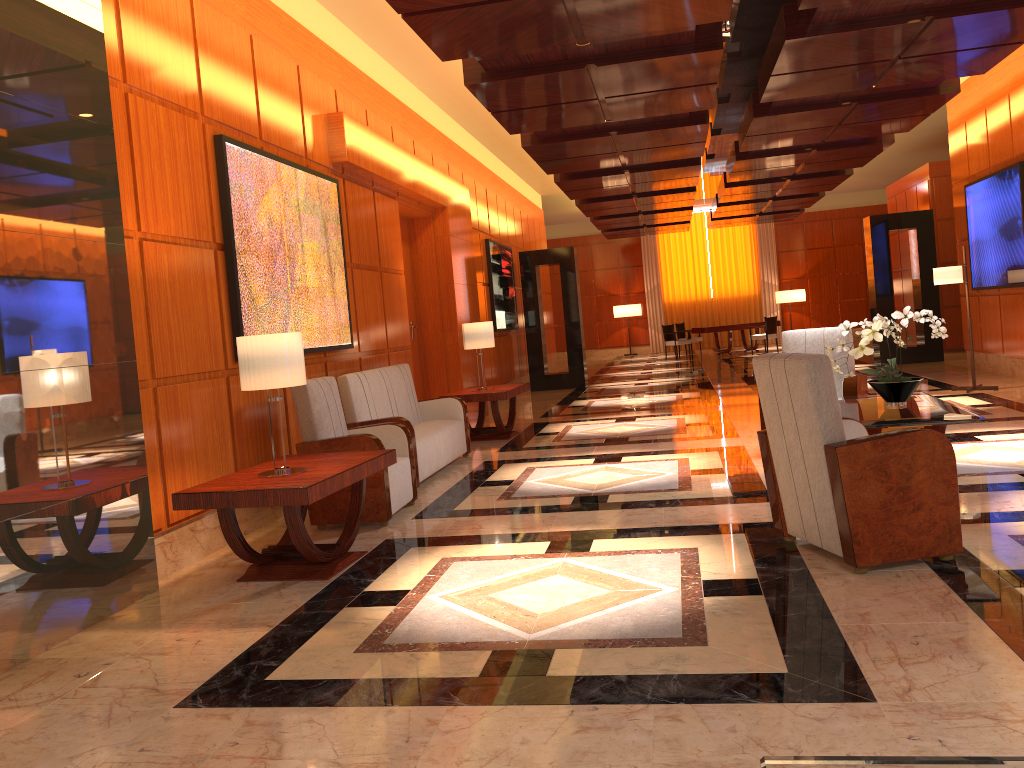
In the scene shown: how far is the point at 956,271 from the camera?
9.9m

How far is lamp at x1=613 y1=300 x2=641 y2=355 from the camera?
25.71m

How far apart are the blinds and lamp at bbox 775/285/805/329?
0.79m

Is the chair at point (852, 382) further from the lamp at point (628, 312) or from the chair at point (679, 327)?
the lamp at point (628, 312)

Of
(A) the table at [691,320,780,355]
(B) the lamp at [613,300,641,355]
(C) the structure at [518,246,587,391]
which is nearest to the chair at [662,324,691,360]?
(A) the table at [691,320,780,355]

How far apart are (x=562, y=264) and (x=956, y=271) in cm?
699

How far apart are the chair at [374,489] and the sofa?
0.4 meters

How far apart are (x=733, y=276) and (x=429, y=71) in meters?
17.8 m

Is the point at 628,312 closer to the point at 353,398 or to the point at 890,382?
the point at 353,398

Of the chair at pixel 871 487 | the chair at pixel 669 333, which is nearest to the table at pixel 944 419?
the chair at pixel 871 487
